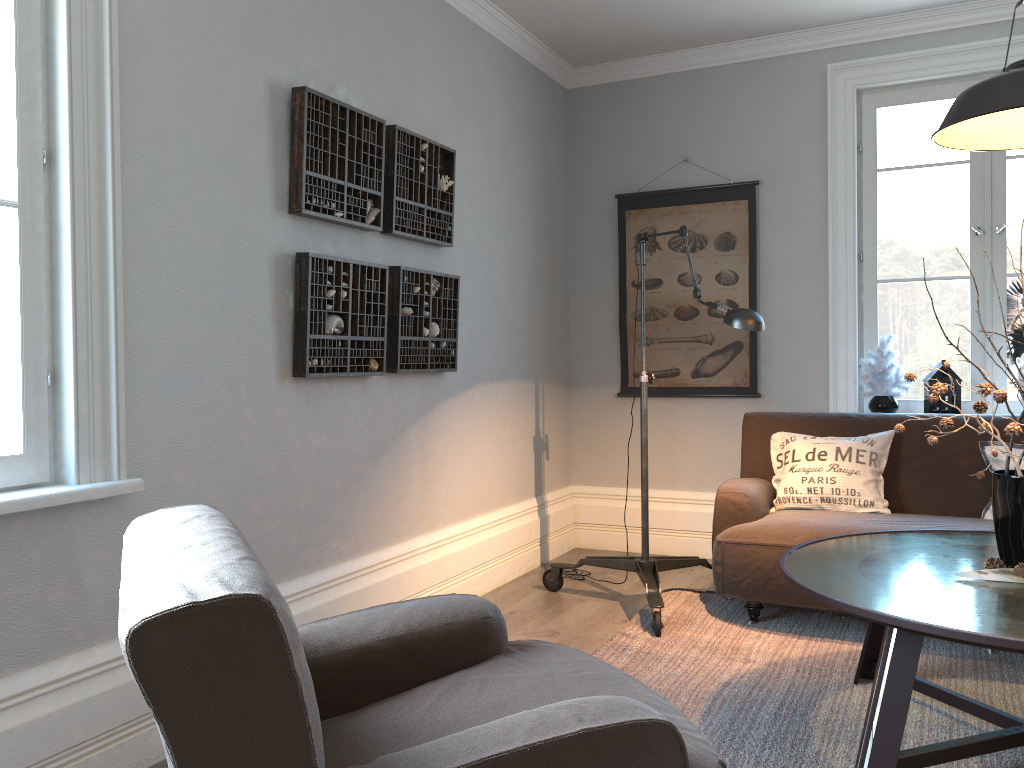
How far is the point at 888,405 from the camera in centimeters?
427cm

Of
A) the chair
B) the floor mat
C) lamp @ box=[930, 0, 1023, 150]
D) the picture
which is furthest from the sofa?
the chair

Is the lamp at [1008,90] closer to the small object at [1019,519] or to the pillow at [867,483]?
the small object at [1019,519]

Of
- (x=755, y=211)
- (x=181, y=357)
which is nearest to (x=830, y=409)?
(x=755, y=211)

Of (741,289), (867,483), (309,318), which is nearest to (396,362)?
(309,318)

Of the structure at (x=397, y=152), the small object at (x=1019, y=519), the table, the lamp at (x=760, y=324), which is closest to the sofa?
the lamp at (x=760, y=324)

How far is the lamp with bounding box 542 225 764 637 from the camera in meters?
3.2 m

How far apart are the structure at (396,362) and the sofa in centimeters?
124cm

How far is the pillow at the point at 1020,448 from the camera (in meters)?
3.48

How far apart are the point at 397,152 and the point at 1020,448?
2.69m
